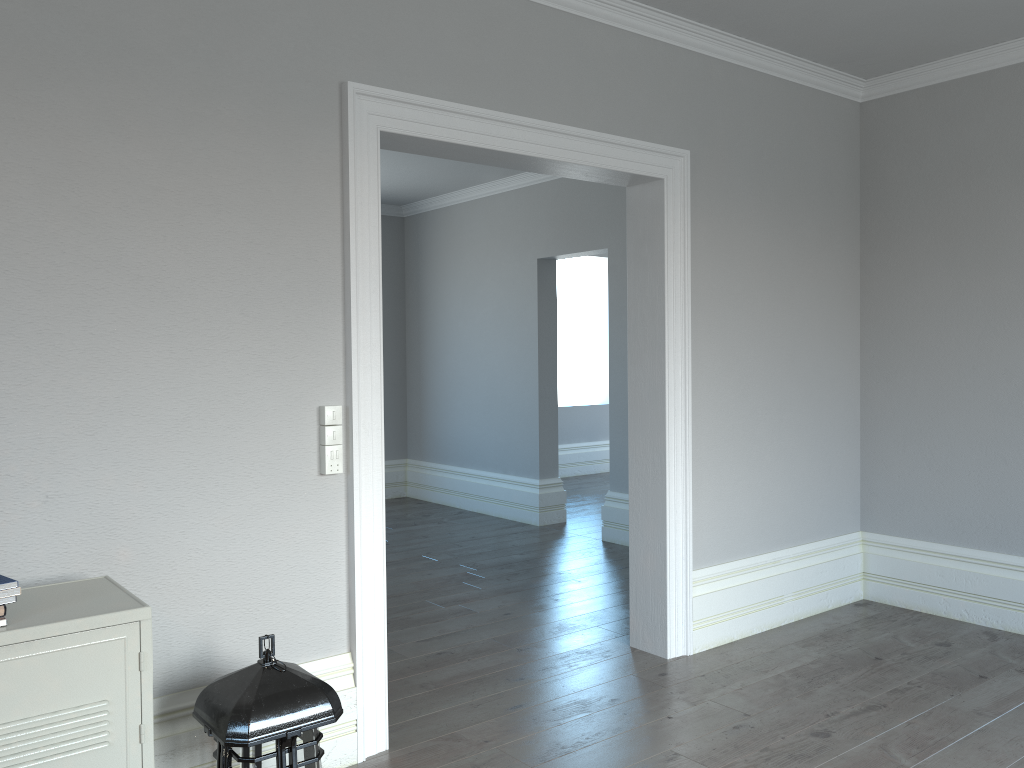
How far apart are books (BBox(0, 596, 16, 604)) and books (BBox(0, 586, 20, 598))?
0.0 meters

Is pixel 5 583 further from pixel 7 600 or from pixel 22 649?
pixel 22 649

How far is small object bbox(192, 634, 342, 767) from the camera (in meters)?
2.14

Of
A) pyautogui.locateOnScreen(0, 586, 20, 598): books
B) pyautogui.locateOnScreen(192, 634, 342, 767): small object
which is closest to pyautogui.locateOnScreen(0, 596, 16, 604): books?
pyautogui.locateOnScreen(0, 586, 20, 598): books

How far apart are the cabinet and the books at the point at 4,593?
0.1m

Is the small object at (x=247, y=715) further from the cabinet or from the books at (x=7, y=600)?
the books at (x=7, y=600)

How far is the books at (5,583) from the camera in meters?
1.9

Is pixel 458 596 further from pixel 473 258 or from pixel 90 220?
pixel 473 258

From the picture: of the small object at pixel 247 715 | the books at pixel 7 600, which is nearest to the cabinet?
the books at pixel 7 600

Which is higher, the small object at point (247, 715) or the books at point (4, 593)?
the books at point (4, 593)
